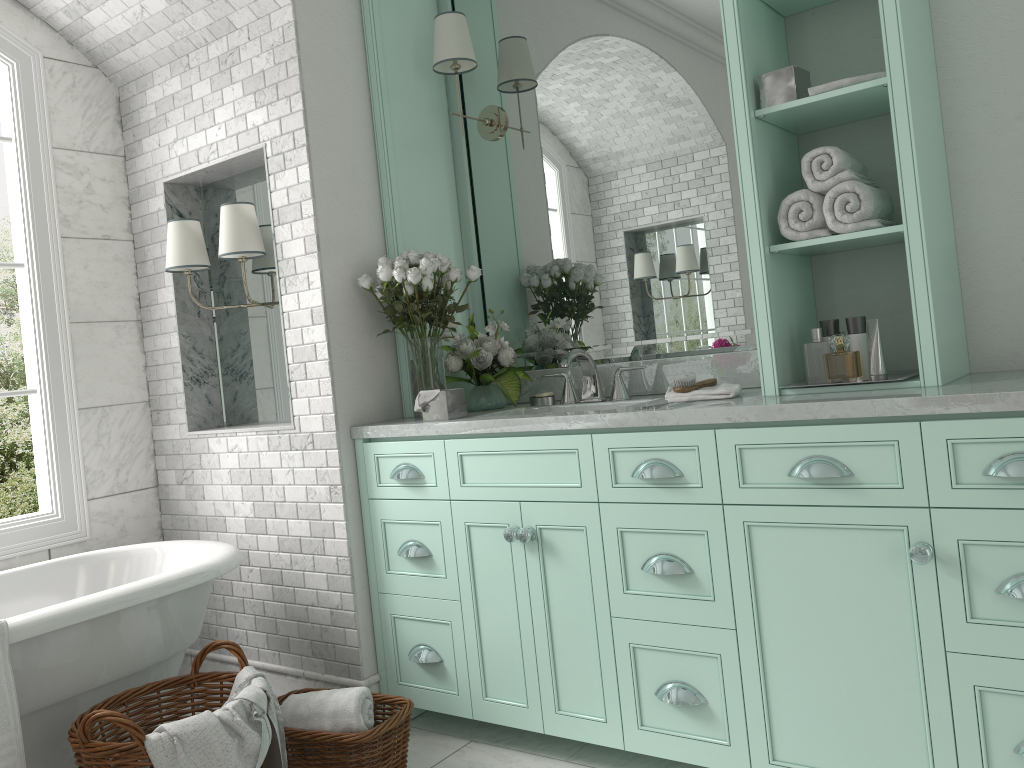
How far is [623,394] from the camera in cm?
324

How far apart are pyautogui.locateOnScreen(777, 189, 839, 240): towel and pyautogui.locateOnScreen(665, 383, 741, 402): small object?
0.5m

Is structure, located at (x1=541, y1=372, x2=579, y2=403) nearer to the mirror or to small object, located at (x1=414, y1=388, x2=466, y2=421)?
the mirror

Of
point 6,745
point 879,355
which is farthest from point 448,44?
point 6,745

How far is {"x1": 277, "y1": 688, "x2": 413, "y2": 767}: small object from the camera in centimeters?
272cm

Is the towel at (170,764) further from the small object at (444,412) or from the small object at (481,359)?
the small object at (481,359)

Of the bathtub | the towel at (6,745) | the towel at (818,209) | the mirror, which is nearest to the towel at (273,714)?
the bathtub

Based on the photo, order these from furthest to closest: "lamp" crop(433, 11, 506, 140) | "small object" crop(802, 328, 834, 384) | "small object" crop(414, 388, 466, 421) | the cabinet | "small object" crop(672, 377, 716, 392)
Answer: "small object" crop(802, 328, 834, 384)
"lamp" crop(433, 11, 506, 140)
"small object" crop(414, 388, 466, 421)
"small object" crop(672, 377, 716, 392)
the cabinet

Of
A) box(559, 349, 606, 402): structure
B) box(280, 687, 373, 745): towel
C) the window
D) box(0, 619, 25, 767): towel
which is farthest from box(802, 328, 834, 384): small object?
the window

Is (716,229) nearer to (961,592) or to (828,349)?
(961,592)
